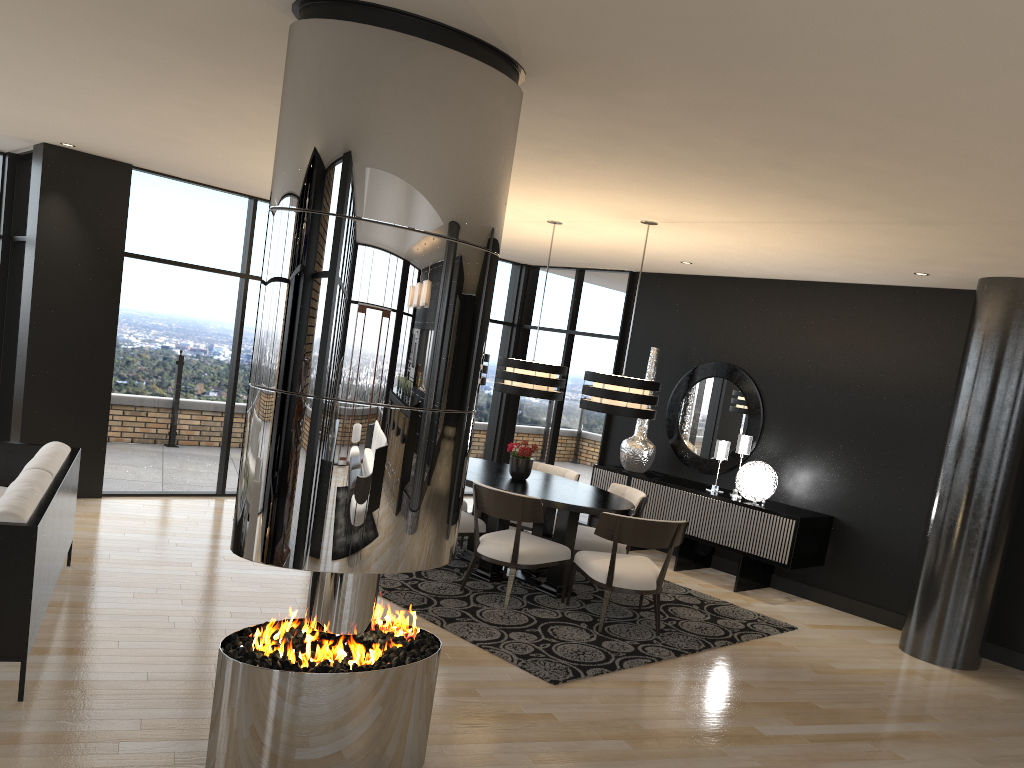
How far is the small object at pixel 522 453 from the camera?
6.72m

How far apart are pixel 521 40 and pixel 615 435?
6.58m

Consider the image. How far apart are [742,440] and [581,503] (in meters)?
2.38

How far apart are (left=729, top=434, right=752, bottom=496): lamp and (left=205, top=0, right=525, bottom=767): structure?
4.9m

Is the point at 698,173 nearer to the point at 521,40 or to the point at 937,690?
the point at 521,40

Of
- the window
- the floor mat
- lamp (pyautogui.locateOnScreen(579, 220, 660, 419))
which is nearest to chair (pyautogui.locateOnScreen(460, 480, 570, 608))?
the floor mat

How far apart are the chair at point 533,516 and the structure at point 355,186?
2.3m

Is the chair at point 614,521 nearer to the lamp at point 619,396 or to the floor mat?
the floor mat

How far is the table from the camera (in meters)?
6.08

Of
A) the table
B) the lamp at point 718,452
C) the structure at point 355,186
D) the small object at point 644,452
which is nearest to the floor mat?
the table
